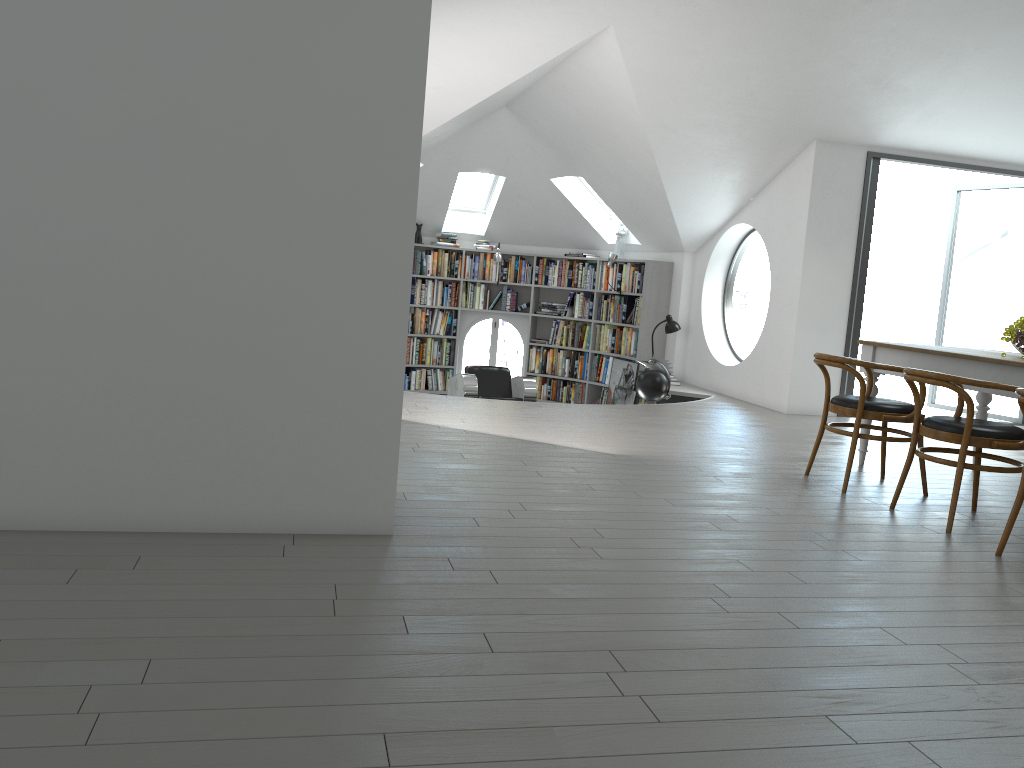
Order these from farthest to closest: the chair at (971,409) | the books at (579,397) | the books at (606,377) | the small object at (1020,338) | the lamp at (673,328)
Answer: the books at (579,397)
the books at (606,377)
the lamp at (673,328)
the small object at (1020,338)
the chair at (971,409)

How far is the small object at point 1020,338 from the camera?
4.9m

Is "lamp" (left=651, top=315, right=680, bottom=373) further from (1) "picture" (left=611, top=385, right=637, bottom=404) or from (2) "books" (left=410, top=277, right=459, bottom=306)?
(2) "books" (left=410, top=277, right=459, bottom=306)

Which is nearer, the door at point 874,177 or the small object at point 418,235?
the door at point 874,177

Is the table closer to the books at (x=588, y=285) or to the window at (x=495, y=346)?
the books at (x=588, y=285)

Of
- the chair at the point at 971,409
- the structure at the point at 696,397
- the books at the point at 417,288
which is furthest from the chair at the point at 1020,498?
the books at the point at 417,288

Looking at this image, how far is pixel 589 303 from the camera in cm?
1120

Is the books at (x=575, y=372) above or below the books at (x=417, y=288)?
below

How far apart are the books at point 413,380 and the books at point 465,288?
0.9m

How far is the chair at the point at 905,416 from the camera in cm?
477
